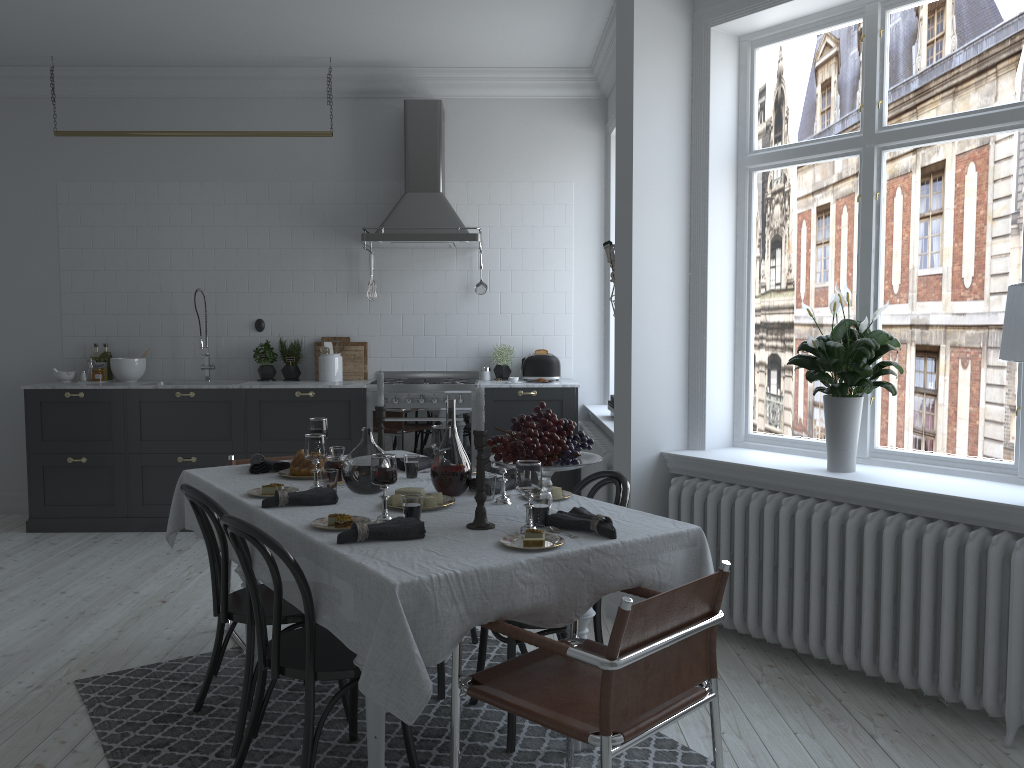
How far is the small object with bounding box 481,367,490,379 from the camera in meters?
6.7

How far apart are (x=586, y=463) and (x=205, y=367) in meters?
4.7 m

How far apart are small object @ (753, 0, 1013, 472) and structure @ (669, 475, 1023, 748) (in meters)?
0.16

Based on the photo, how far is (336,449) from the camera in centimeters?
377cm

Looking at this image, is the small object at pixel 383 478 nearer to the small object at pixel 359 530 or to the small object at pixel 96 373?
the small object at pixel 359 530

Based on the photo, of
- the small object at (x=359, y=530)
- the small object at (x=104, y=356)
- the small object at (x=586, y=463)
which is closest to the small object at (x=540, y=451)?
the small object at (x=586, y=463)

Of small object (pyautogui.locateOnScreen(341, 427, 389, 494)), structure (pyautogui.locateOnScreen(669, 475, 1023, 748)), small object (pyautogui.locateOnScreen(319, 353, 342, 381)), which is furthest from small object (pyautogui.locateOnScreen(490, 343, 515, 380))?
small object (pyautogui.locateOnScreen(341, 427, 389, 494))

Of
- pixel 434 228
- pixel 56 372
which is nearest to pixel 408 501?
pixel 434 228

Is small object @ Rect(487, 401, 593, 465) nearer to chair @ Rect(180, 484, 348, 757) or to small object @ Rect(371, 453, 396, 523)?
small object @ Rect(371, 453, 396, 523)

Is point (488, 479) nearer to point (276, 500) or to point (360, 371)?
point (276, 500)
